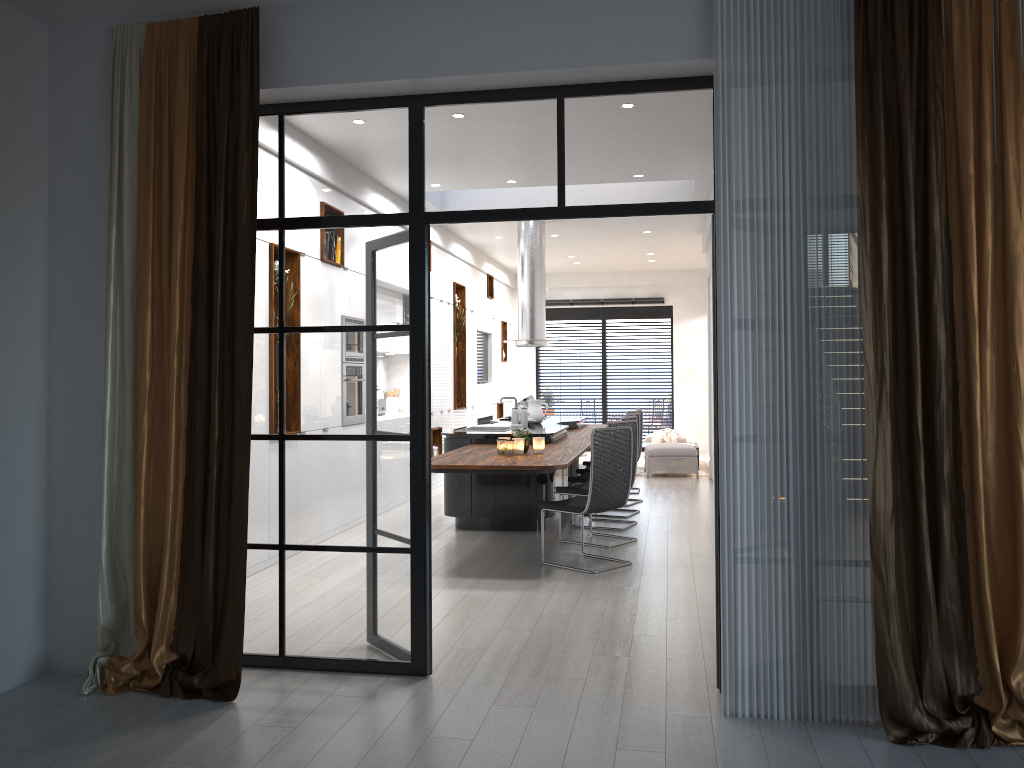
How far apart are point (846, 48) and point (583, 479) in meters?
5.2

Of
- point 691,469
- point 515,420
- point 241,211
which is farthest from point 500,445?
point 691,469

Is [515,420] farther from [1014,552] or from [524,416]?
[1014,552]

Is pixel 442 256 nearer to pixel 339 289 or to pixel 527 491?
pixel 527 491

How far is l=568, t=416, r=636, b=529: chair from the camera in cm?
815

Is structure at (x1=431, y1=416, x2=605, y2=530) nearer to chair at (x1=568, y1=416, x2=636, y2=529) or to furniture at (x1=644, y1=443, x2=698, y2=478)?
chair at (x1=568, y1=416, x2=636, y2=529)

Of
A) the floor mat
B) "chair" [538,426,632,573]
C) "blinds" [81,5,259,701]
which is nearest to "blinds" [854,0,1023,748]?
"blinds" [81,5,259,701]

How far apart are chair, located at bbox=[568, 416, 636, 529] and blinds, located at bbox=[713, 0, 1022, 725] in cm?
449

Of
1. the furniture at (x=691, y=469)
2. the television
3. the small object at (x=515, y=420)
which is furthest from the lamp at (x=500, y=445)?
the television

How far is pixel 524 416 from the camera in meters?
8.3 m
